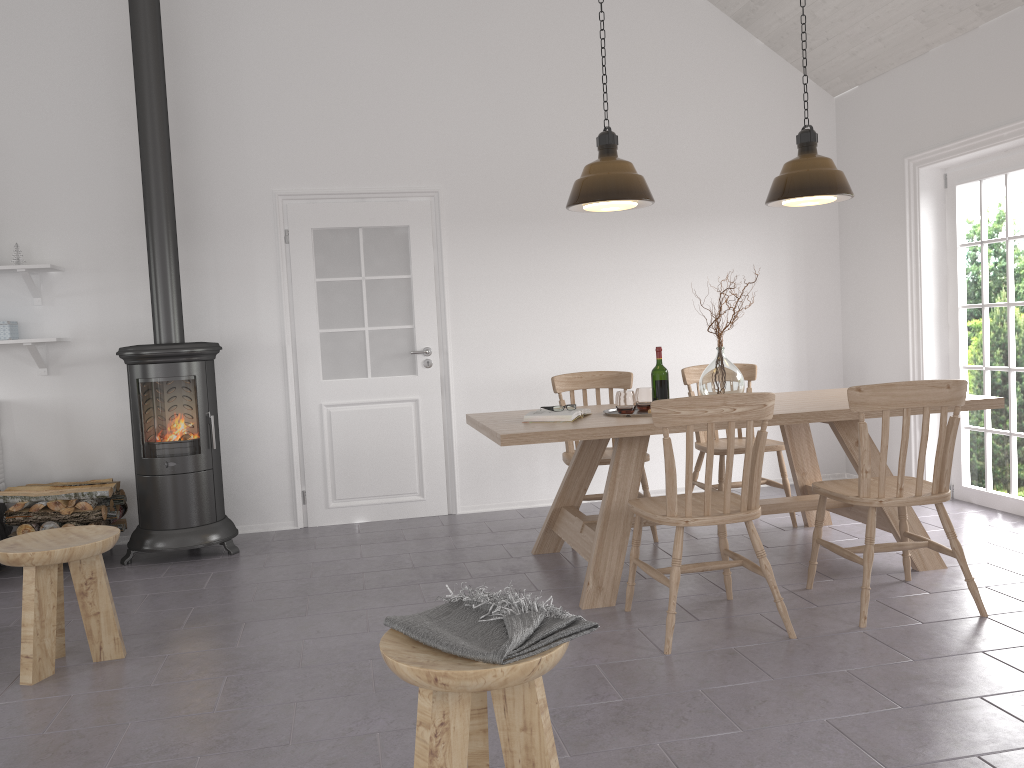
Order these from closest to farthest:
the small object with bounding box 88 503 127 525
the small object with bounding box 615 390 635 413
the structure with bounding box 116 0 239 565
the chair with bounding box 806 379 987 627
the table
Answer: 1. the chair with bounding box 806 379 987 627
2. the table
3. the small object with bounding box 615 390 635 413
4. the structure with bounding box 116 0 239 565
5. the small object with bounding box 88 503 127 525

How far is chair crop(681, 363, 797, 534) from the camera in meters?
4.8

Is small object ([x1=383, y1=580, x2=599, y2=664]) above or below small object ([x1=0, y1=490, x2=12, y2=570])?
above

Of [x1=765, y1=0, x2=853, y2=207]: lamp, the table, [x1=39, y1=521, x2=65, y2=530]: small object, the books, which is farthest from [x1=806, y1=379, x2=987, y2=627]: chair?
[x1=39, y1=521, x2=65, y2=530]: small object

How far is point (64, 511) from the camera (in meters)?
4.64

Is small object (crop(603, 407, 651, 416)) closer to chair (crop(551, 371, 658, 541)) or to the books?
the books

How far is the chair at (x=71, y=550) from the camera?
3.13m

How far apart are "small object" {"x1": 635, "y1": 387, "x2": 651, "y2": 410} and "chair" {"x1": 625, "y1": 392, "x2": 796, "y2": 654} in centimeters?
72cm

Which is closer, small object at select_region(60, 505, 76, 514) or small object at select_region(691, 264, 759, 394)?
small object at select_region(691, 264, 759, 394)

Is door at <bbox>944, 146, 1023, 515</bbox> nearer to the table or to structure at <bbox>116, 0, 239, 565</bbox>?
the table
